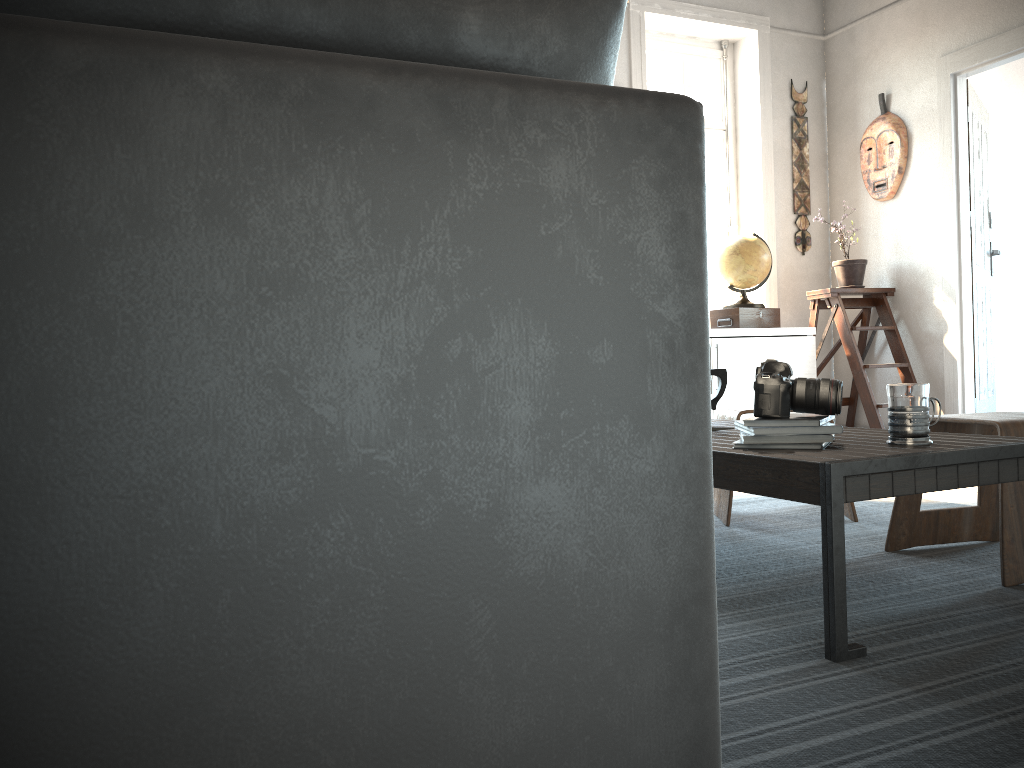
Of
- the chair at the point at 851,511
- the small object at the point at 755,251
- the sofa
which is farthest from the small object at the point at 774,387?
the small object at the point at 755,251

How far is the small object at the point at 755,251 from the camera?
5.01m

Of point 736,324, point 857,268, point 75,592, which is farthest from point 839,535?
A: point 857,268

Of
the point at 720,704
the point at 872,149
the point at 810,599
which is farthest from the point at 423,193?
the point at 872,149

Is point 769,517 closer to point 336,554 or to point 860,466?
point 860,466

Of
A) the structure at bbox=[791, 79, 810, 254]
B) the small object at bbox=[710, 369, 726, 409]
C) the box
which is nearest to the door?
the structure at bbox=[791, 79, 810, 254]

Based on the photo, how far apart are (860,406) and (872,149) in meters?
1.6

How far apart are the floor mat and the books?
0.32m

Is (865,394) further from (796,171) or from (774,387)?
(774,387)

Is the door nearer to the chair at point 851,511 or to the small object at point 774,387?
the chair at point 851,511
